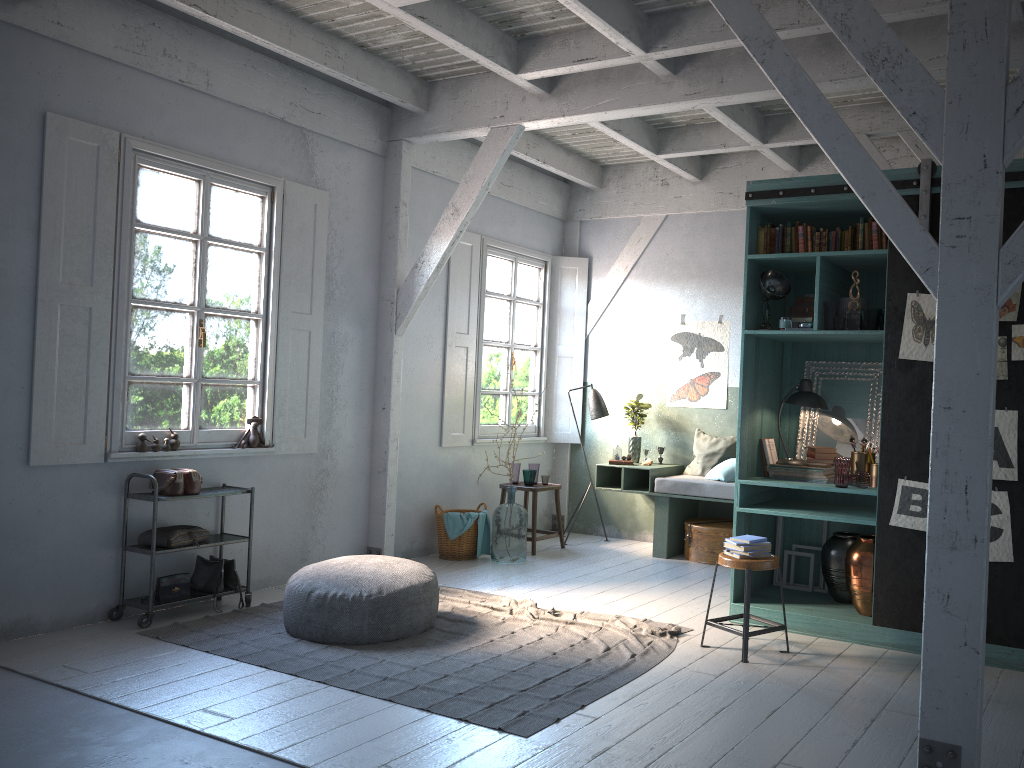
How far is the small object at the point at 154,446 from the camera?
6.62m

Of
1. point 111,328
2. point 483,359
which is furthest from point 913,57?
point 483,359

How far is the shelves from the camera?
6.28m

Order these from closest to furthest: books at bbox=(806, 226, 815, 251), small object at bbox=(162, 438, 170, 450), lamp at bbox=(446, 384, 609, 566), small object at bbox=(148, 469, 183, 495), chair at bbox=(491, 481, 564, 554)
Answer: books at bbox=(806, 226, 815, 251)
small object at bbox=(148, 469, 183, 495)
small object at bbox=(162, 438, 170, 450)
chair at bbox=(491, 481, 564, 554)
lamp at bbox=(446, 384, 609, 566)

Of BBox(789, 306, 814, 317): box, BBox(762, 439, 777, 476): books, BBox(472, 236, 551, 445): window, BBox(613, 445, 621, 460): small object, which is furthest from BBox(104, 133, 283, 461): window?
BBox(789, 306, 814, 317): box

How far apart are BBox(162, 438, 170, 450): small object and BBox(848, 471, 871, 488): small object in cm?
499

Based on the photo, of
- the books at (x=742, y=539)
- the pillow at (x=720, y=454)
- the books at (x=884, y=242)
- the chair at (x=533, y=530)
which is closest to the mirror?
the books at (x=884, y=242)

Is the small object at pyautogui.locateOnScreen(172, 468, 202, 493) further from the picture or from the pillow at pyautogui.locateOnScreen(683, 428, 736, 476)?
the pillow at pyautogui.locateOnScreen(683, 428, 736, 476)

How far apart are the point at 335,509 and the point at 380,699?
3.38m

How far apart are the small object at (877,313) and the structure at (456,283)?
4.4 meters
